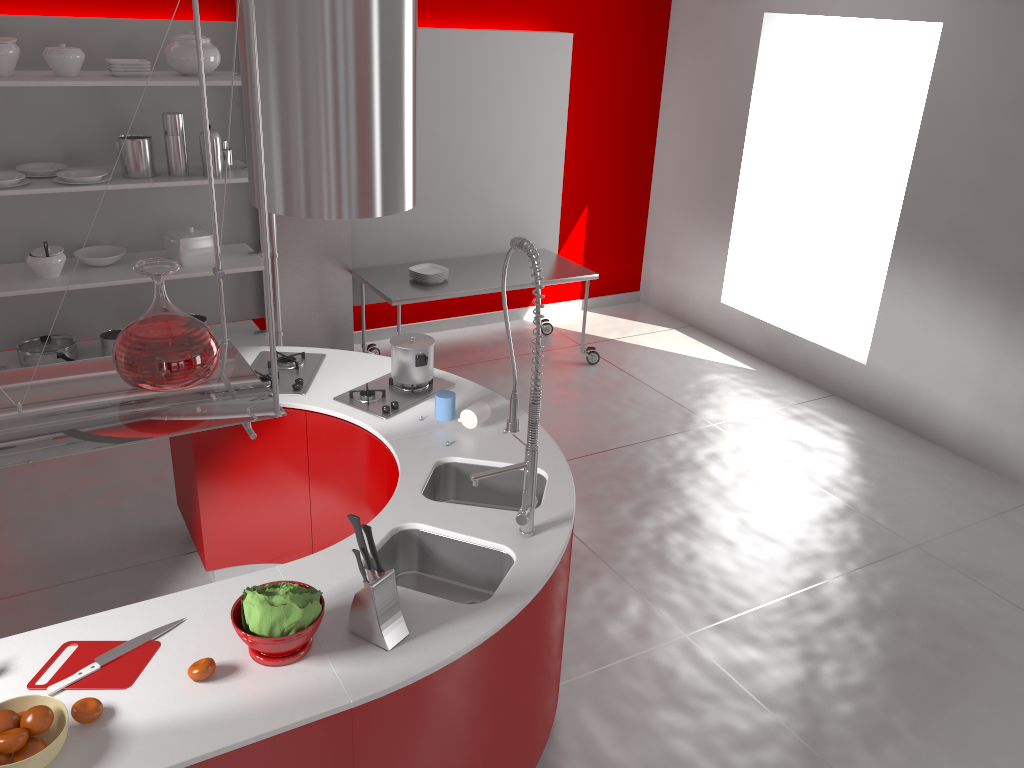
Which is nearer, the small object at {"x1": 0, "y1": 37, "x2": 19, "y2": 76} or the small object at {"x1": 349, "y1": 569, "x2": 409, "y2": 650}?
the small object at {"x1": 349, "y1": 569, "x2": 409, "y2": 650}

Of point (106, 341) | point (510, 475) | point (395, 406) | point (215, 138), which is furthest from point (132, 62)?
point (510, 475)

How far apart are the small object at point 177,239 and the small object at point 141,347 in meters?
3.4 m

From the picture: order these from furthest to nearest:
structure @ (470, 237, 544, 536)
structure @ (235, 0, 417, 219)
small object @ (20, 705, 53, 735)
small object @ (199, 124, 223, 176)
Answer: small object @ (199, 124, 223, 176), structure @ (235, 0, 417, 219), structure @ (470, 237, 544, 536), small object @ (20, 705, 53, 735)

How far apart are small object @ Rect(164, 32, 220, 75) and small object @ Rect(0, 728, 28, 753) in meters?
3.8

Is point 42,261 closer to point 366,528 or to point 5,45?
point 5,45

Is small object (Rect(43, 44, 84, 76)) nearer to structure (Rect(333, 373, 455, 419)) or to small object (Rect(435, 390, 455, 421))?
structure (Rect(333, 373, 455, 419))

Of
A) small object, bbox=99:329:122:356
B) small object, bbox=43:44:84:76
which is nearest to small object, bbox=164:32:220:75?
small object, bbox=43:44:84:76

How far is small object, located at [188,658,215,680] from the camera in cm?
211

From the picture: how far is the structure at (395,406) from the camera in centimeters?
355cm
